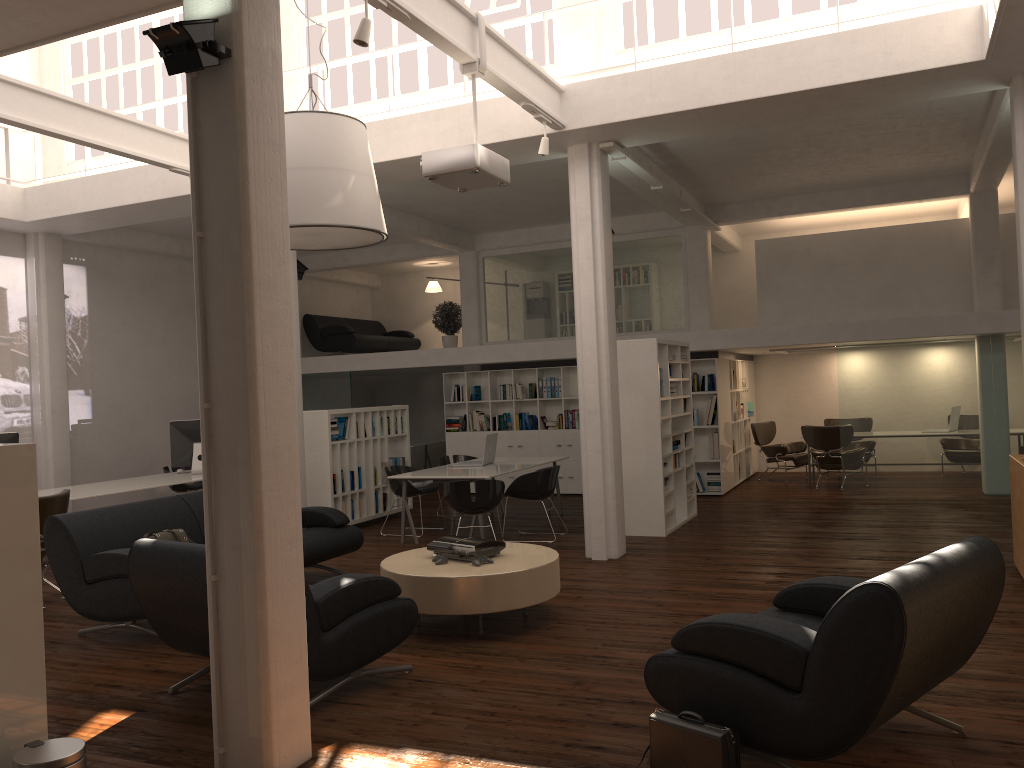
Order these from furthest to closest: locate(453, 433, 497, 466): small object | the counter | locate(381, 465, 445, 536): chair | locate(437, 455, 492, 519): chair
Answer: locate(437, 455, 492, 519): chair, locate(453, 433, 497, 466): small object, locate(381, 465, 445, 536): chair, the counter

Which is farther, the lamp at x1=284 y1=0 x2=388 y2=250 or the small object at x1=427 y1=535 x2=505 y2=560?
the lamp at x1=284 y1=0 x2=388 y2=250

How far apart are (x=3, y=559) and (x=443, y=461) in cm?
1091

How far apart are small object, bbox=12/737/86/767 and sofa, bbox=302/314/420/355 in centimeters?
1628cm

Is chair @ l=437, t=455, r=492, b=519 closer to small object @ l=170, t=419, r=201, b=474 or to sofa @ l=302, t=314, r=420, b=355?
small object @ l=170, t=419, r=201, b=474

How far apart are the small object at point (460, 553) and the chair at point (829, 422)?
12.56m

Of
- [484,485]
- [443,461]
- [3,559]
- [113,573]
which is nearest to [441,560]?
[113,573]

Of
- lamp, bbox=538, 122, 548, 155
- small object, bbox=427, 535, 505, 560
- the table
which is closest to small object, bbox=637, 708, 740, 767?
the table

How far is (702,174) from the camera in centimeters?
1391cm

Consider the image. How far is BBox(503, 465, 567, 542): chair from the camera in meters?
12.0 m
